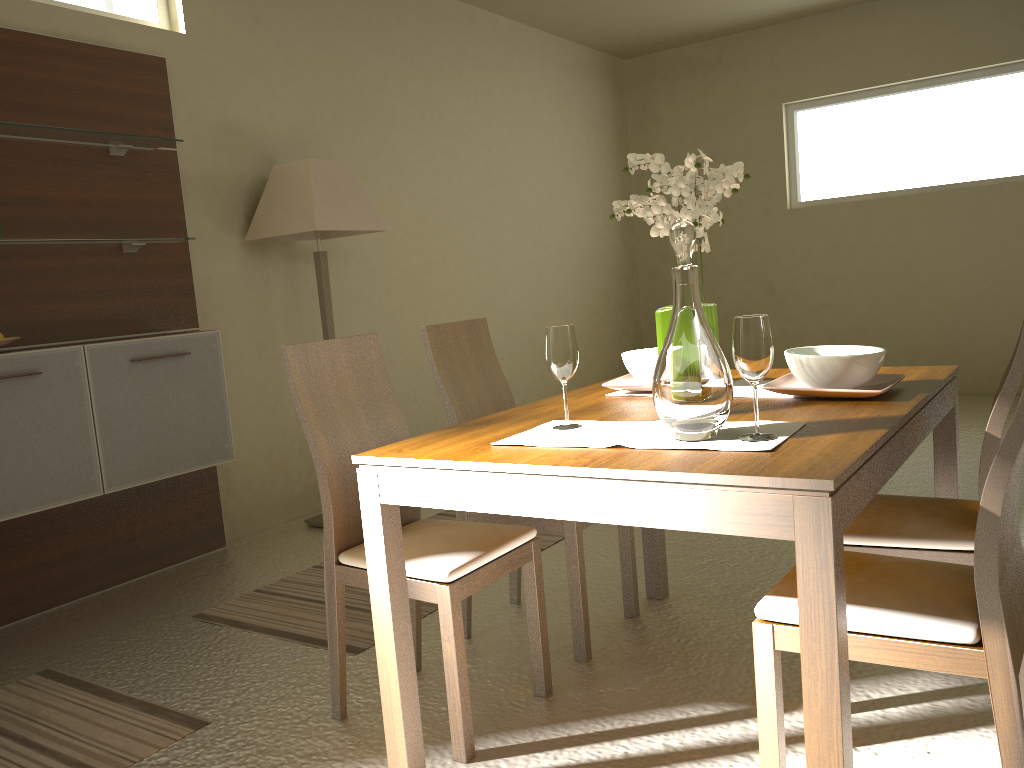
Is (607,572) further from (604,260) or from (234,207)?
(604,260)

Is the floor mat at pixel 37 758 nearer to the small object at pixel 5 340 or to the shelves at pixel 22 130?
the small object at pixel 5 340

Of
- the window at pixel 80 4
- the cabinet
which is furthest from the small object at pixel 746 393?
the window at pixel 80 4

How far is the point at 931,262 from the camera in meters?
6.7 m

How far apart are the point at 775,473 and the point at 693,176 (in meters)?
0.85

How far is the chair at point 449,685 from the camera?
2.11m

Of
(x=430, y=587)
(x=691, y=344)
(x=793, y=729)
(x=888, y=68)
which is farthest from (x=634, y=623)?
(x=888, y=68)

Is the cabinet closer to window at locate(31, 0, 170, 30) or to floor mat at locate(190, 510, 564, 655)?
floor mat at locate(190, 510, 564, 655)

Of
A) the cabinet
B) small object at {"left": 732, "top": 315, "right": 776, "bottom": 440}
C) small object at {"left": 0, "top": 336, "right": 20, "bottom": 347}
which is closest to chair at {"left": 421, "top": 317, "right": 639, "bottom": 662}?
small object at {"left": 732, "top": 315, "right": 776, "bottom": 440}

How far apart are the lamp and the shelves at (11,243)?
0.56m
